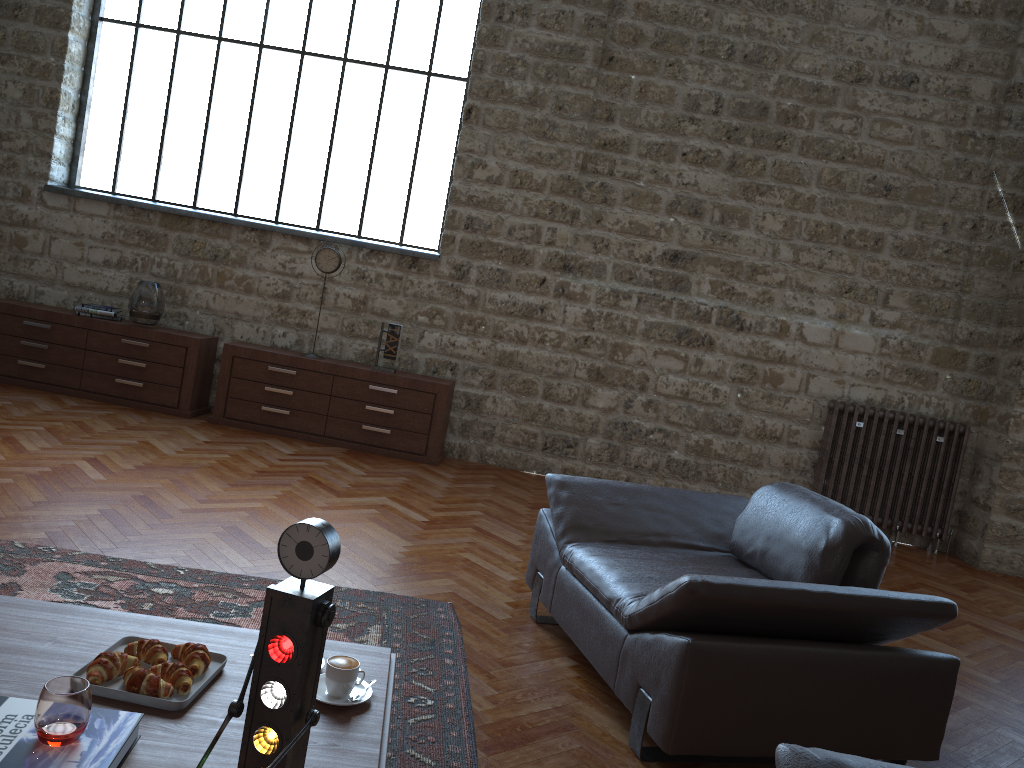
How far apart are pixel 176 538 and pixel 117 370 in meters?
3.1 m

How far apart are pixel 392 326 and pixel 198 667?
4.6 meters

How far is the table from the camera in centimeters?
183cm

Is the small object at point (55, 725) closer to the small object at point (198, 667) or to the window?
Result: the small object at point (198, 667)

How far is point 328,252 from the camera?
6.6m

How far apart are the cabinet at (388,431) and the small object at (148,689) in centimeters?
450cm

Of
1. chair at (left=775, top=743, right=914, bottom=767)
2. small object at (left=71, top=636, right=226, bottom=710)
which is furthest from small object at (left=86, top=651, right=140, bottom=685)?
chair at (left=775, top=743, right=914, bottom=767)

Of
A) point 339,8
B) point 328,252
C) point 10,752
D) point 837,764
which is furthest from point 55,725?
point 339,8

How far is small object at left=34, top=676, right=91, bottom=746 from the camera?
1.6m

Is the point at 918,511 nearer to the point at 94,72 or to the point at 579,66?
the point at 579,66
